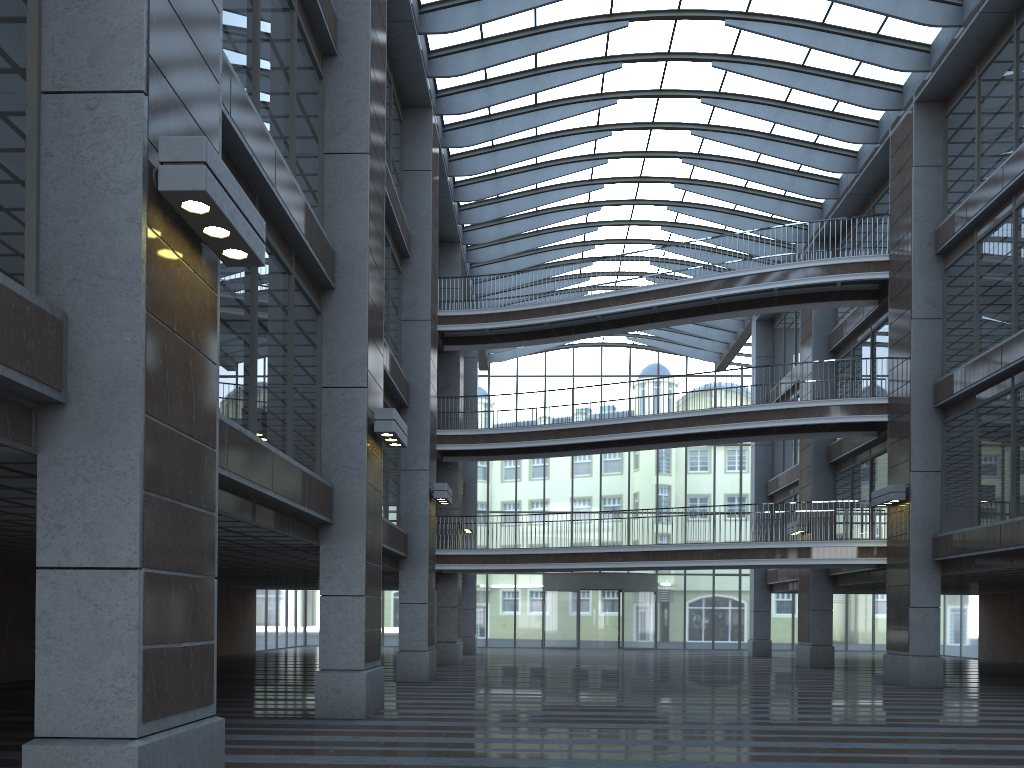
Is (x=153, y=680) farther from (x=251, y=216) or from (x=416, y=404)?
(x=416, y=404)
